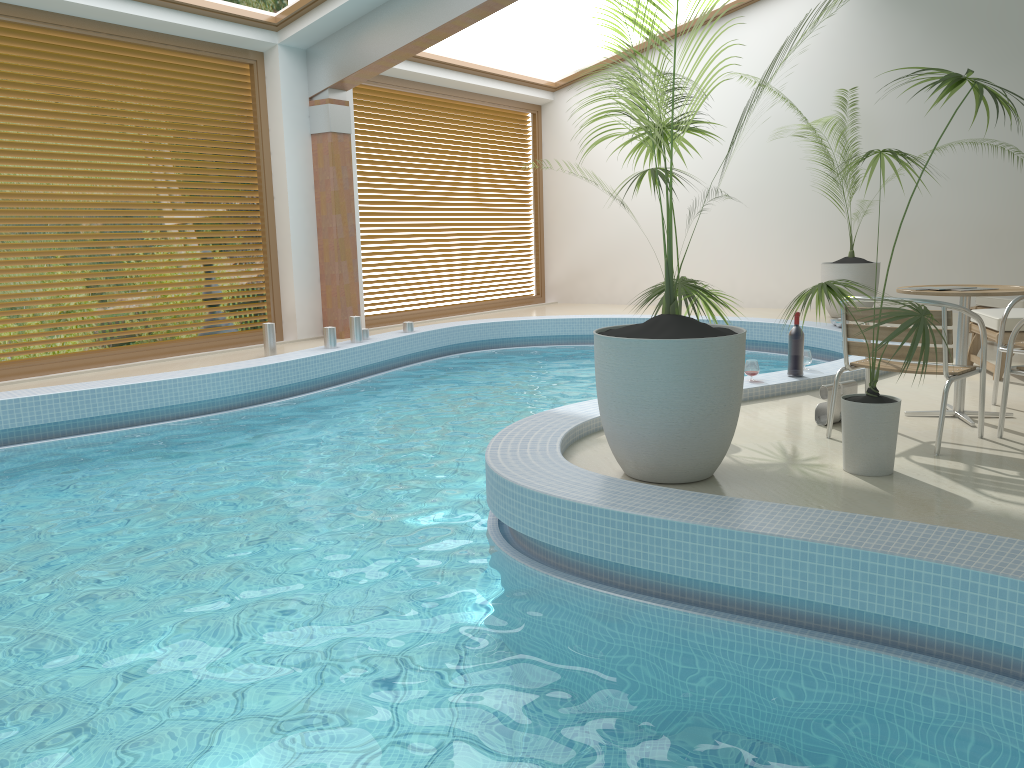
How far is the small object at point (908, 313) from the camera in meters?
3.5

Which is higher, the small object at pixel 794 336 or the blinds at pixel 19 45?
the blinds at pixel 19 45

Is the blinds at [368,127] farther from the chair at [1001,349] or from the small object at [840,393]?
Answer: the chair at [1001,349]

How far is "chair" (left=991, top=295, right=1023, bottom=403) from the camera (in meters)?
5.15

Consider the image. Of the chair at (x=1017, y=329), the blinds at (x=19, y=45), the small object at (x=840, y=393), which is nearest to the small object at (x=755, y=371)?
the small object at (x=840, y=393)

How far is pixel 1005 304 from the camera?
7.6 meters

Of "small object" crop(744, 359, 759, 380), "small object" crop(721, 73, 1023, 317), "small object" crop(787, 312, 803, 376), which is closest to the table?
"small object" crop(787, 312, 803, 376)

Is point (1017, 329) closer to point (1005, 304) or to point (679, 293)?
point (679, 293)

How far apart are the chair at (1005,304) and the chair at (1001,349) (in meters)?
2.50

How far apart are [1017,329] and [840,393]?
0.9m
